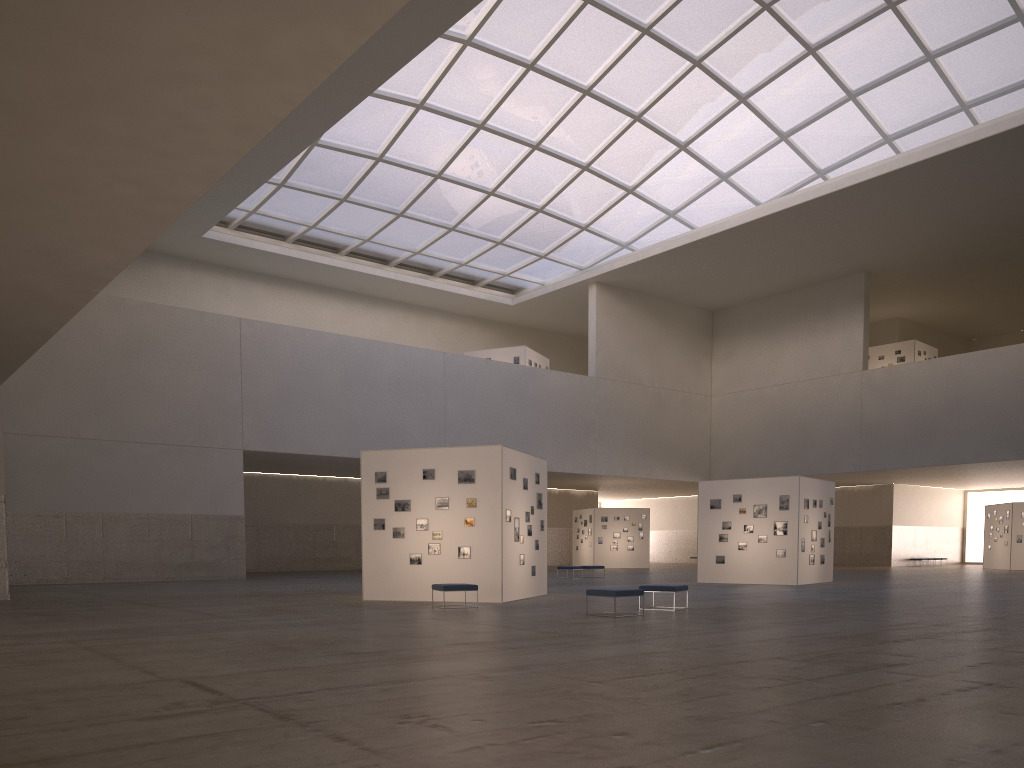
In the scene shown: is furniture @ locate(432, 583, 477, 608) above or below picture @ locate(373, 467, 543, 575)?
below

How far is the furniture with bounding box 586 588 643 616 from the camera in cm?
1961

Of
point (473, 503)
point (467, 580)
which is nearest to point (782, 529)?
point (473, 503)

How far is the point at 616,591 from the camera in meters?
19.6

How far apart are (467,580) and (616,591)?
6.56m

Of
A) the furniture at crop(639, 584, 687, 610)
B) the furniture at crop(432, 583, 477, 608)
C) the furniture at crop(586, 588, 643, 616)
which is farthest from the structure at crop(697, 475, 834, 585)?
the furniture at crop(432, 583, 477, 608)

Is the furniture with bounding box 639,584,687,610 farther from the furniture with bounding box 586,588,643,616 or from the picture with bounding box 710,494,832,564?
the picture with bounding box 710,494,832,564

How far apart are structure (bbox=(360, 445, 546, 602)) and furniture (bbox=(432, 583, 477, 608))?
2.0m

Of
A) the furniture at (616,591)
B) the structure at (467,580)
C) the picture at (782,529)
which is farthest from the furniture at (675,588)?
the picture at (782,529)

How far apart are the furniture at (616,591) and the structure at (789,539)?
17.9m
